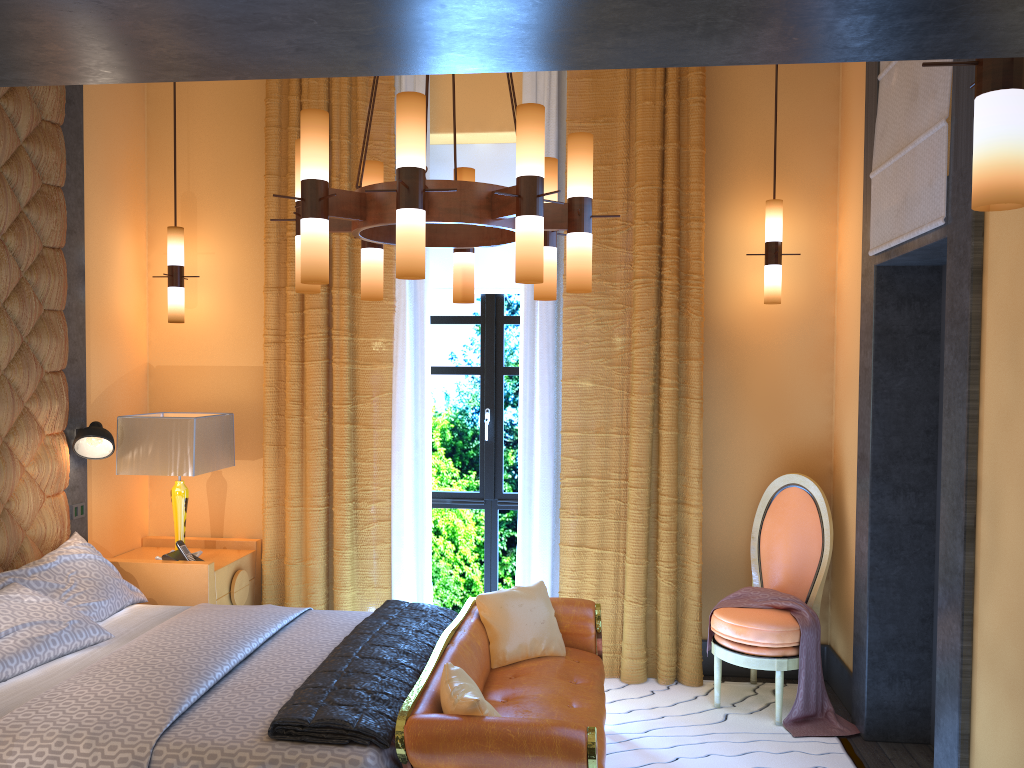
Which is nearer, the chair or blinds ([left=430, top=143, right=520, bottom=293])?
the chair

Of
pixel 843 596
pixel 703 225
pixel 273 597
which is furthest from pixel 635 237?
pixel 273 597

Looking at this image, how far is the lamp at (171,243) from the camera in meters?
4.9 m

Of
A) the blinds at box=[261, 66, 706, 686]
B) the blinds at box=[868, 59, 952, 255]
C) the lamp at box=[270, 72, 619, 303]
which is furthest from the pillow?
the blinds at box=[868, 59, 952, 255]

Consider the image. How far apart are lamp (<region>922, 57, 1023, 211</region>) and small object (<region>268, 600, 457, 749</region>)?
2.2m

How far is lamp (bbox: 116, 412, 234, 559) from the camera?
4.5m

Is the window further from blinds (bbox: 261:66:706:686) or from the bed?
the bed

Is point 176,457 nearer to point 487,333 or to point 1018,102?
point 487,333

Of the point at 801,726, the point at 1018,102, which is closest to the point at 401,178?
the point at 1018,102

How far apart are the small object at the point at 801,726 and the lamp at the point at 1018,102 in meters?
3.0
